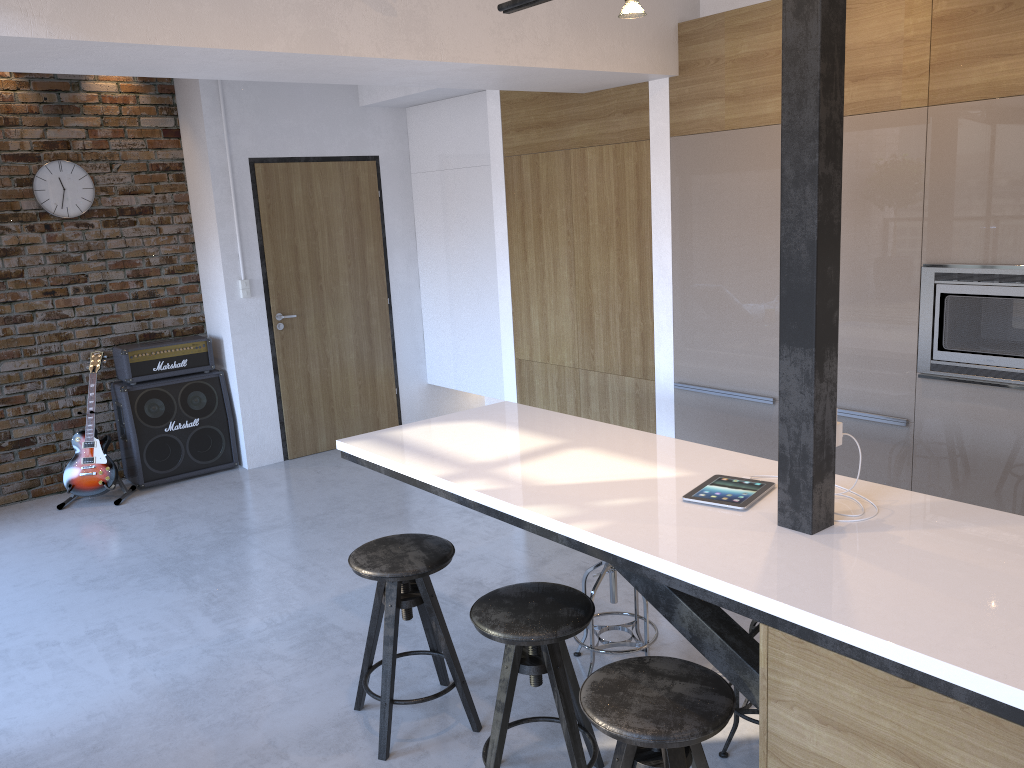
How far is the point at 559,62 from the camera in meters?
3.6

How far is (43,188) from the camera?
5.6m

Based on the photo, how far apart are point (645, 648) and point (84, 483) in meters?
4.0 m

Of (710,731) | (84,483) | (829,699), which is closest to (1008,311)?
(829,699)

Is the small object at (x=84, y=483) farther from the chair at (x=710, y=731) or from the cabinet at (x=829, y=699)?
the chair at (x=710, y=731)

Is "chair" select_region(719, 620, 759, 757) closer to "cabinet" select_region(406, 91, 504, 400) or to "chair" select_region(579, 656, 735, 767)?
"chair" select_region(579, 656, 735, 767)

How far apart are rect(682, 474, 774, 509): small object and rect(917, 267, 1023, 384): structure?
1.2m

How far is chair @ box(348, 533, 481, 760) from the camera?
2.83m

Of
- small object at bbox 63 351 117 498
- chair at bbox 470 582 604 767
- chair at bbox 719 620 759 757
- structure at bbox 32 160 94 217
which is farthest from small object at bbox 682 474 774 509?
structure at bbox 32 160 94 217

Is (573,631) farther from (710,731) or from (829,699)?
(829,699)
